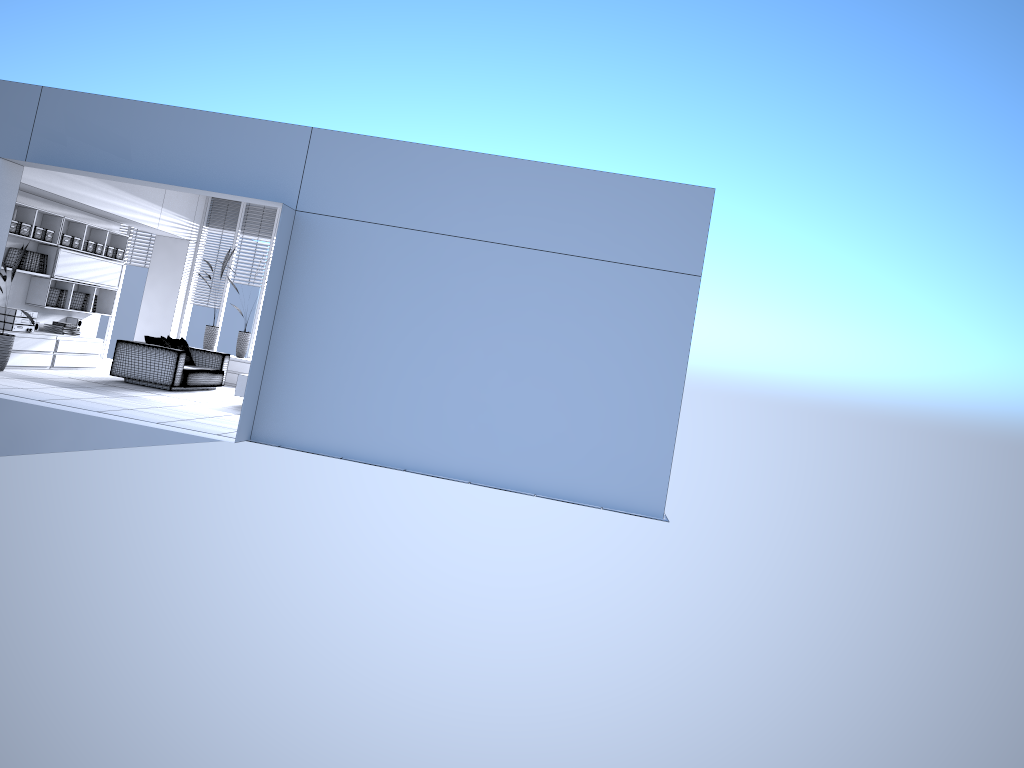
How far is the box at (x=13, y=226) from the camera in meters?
10.8

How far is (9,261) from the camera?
11.1 meters

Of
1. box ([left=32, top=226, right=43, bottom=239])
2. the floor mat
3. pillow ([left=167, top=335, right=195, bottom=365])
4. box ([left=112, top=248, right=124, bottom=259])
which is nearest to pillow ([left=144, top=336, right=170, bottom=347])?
pillow ([left=167, top=335, right=195, bottom=365])

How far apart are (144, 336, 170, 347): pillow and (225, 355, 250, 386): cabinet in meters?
2.1 m

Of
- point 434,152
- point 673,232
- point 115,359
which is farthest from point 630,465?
point 115,359

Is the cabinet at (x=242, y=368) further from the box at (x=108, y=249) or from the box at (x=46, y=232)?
the box at (x=46, y=232)

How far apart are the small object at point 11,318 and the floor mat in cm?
107

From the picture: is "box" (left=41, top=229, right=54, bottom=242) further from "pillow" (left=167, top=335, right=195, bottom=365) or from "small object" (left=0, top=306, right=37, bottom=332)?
"pillow" (left=167, top=335, right=195, bottom=365)

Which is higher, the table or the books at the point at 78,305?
the books at the point at 78,305

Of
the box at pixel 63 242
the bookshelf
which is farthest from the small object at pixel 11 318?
the box at pixel 63 242
